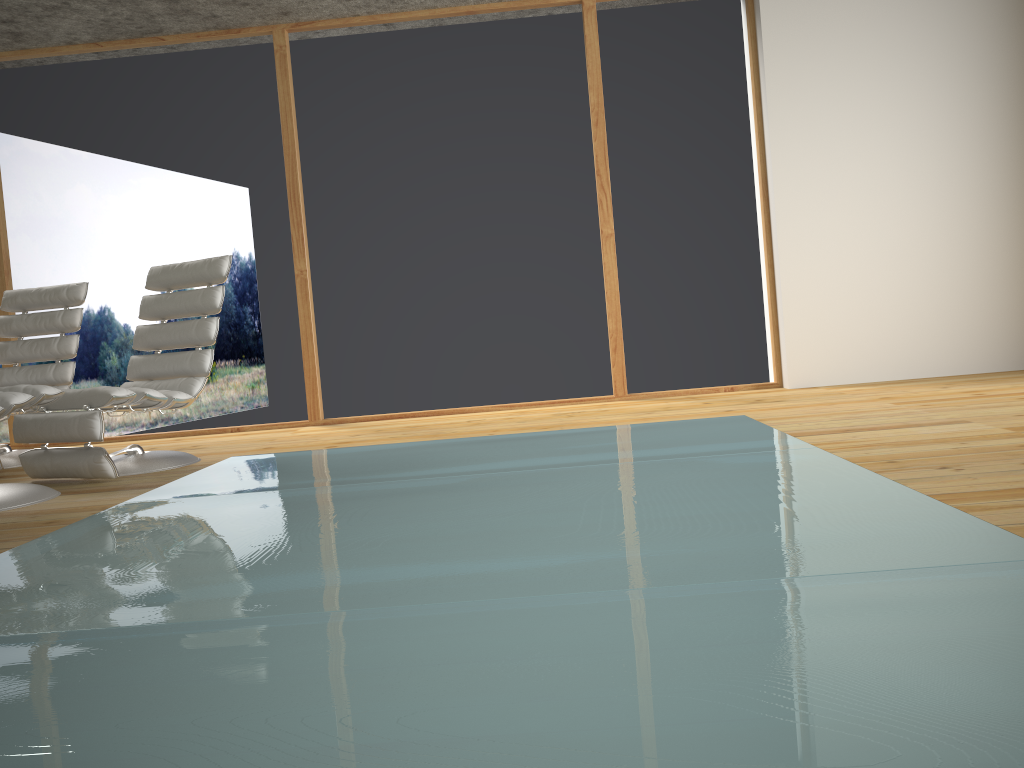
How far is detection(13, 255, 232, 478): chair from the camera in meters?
3.7

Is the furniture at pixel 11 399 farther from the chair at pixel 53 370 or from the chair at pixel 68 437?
the chair at pixel 53 370

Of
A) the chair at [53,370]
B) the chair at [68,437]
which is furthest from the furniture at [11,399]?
the chair at [53,370]

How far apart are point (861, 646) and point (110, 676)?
1.15m

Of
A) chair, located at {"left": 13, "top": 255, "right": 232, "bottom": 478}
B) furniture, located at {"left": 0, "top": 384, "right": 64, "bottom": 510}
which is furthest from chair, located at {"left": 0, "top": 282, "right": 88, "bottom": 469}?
furniture, located at {"left": 0, "top": 384, "right": 64, "bottom": 510}

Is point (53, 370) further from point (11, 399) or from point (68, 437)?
point (11, 399)

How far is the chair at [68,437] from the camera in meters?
3.7

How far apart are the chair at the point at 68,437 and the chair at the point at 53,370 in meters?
0.8 m

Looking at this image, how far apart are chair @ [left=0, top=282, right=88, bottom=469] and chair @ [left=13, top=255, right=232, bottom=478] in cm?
75

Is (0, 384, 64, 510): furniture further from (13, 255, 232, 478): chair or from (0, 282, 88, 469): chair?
(0, 282, 88, 469): chair
